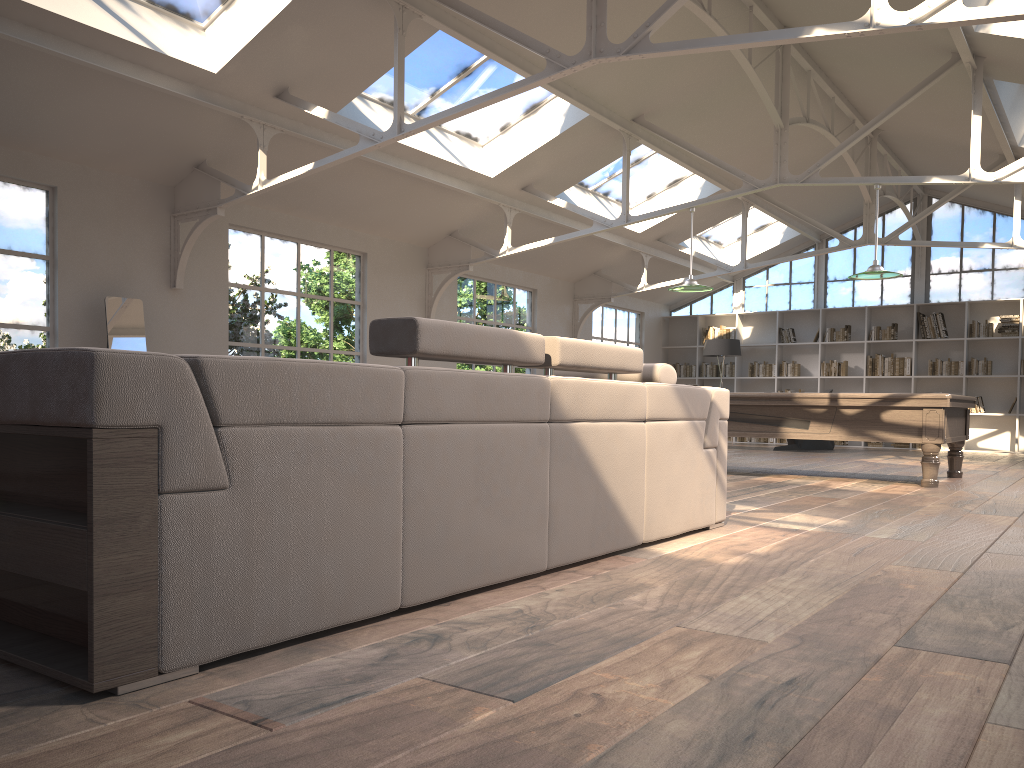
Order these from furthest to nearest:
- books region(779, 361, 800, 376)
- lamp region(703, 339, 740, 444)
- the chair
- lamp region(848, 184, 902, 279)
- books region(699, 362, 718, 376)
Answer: books region(699, 362, 718, 376) → books region(779, 361, 800, 376) → lamp region(703, 339, 740, 444) → the chair → lamp region(848, 184, 902, 279)

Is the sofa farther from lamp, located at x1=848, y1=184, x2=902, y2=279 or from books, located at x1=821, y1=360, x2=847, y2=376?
books, located at x1=821, y1=360, x2=847, y2=376

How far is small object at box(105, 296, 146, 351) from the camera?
7.2 meters

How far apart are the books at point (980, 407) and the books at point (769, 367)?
3.32m

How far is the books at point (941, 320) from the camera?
14.35m

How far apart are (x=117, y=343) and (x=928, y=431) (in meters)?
6.68

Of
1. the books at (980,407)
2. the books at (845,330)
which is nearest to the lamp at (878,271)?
the books at (980,407)

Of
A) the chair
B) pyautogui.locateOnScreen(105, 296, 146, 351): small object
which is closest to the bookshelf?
the chair

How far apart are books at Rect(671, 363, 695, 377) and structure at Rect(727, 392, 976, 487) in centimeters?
833cm

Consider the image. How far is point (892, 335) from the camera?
14.7 meters
